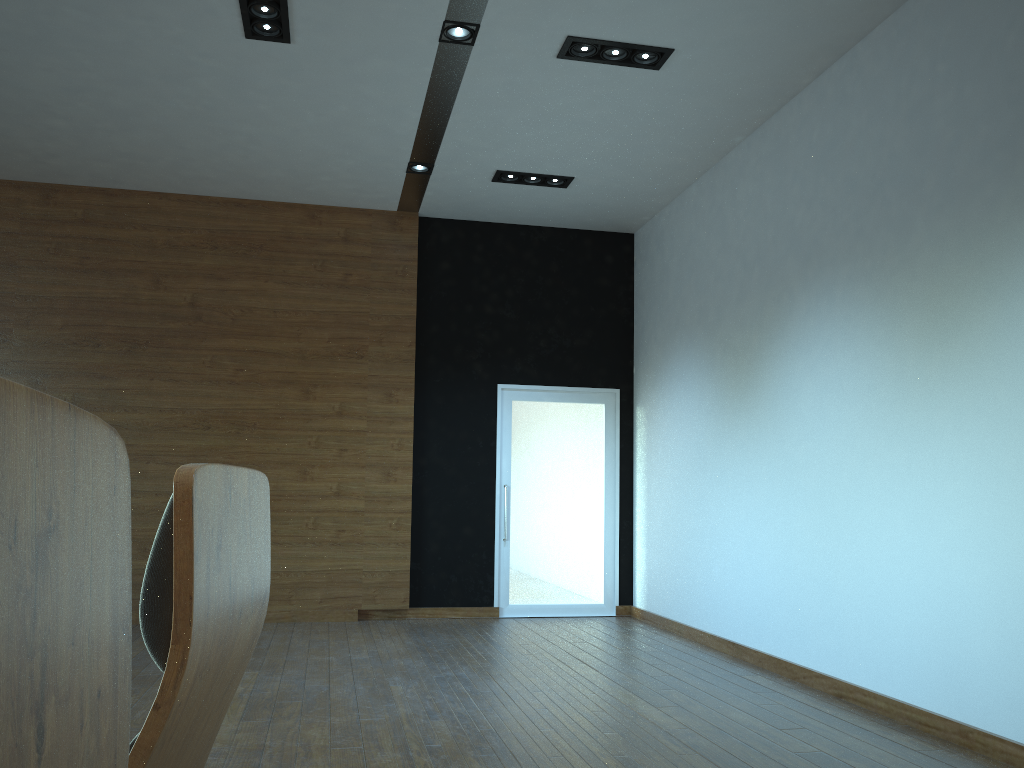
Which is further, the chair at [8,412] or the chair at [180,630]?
the chair at [180,630]

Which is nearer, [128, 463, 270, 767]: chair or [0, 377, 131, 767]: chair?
[0, 377, 131, 767]: chair

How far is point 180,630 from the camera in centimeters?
83cm

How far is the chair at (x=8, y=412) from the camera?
0.27m

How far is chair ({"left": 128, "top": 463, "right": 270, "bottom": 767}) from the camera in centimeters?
83cm

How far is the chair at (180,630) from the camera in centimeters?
83cm

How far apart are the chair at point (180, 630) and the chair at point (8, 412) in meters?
0.4

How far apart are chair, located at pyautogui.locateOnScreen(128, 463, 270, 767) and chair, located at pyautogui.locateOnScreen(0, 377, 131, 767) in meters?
0.4
